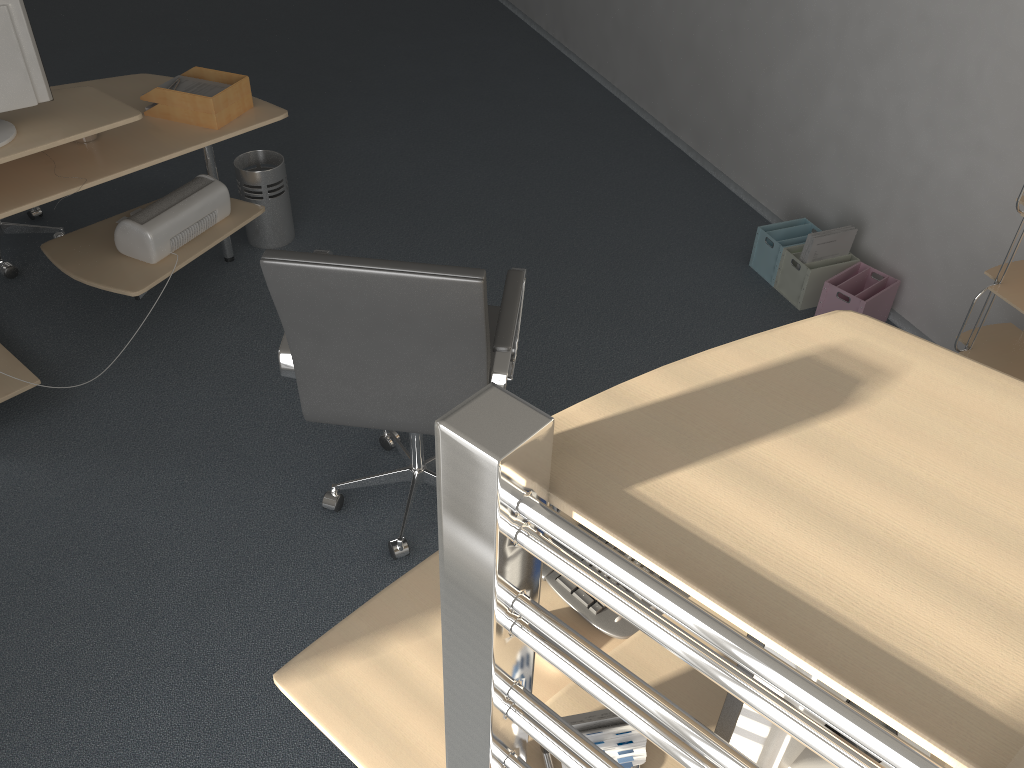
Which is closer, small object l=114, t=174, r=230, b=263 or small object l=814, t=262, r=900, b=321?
small object l=114, t=174, r=230, b=263

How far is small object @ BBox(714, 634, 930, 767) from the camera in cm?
100

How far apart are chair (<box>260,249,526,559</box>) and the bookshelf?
1.4m

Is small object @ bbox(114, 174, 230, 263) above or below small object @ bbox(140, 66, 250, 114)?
below

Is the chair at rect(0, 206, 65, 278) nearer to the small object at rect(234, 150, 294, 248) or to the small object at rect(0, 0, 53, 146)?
the small object at rect(234, 150, 294, 248)

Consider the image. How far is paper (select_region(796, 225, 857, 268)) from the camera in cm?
352

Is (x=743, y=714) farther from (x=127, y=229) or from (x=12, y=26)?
(x=127, y=229)

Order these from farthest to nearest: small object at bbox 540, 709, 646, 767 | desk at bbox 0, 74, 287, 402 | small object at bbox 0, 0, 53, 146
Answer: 1. desk at bbox 0, 74, 287, 402
2. small object at bbox 0, 0, 53, 146
3. small object at bbox 540, 709, 646, 767

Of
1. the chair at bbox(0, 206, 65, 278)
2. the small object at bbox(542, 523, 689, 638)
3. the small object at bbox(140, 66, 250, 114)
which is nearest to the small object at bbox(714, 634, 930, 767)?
the small object at bbox(542, 523, 689, 638)

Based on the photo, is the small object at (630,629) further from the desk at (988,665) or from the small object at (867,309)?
the small object at (867,309)
